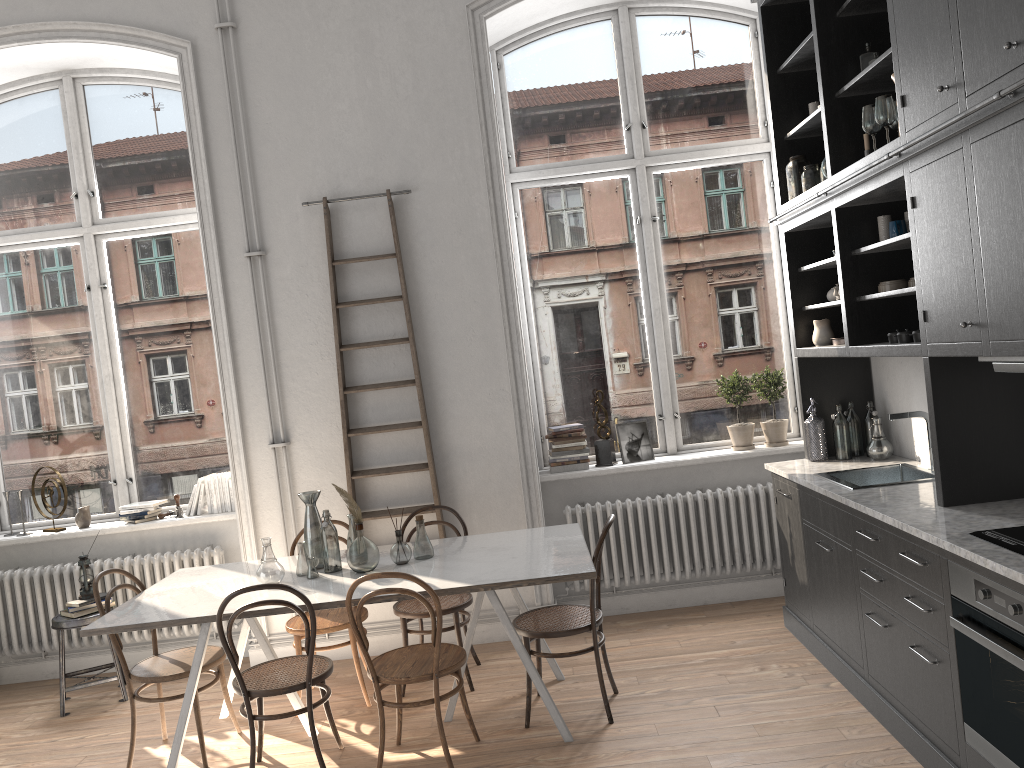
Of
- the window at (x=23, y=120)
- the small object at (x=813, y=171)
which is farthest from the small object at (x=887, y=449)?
the window at (x=23, y=120)

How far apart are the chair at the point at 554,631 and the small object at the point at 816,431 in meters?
1.4 m

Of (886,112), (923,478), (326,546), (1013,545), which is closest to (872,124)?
(886,112)

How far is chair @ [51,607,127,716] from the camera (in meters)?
5.03

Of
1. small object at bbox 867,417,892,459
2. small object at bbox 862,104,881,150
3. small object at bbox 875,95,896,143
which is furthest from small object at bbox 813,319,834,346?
small object at bbox 875,95,896,143

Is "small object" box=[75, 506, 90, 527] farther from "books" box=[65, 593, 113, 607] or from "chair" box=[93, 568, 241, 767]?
"chair" box=[93, 568, 241, 767]

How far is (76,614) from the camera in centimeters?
509cm

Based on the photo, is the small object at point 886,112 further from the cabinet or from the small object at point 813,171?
the small object at point 813,171

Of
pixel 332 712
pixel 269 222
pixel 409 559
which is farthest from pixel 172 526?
pixel 409 559

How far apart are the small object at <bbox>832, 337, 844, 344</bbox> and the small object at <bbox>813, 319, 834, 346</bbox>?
0.13m
